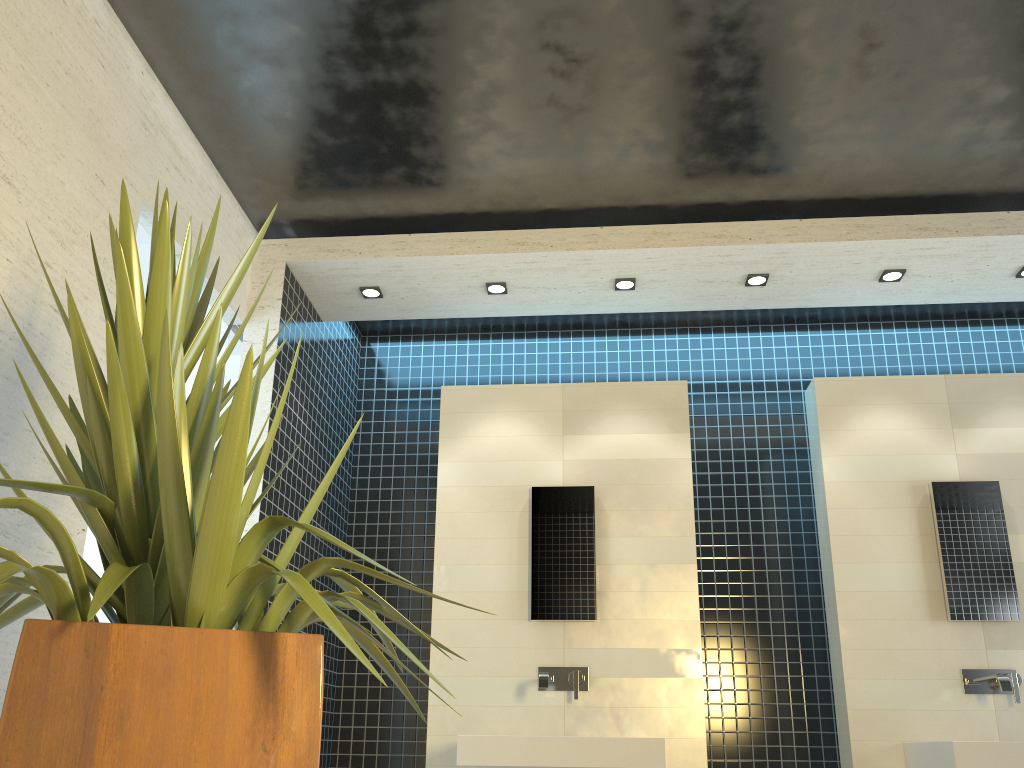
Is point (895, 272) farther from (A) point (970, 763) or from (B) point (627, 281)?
(A) point (970, 763)

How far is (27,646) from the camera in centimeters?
134cm

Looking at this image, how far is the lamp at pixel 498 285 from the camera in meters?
4.5

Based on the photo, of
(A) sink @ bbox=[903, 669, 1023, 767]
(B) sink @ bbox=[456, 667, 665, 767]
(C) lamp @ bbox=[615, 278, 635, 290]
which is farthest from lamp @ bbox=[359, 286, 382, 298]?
(A) sink @ bbox=[903, 669, 1023, 767]

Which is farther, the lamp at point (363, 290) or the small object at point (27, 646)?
the lamp at point (363, 290)

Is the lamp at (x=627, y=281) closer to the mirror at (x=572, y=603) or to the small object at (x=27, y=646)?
the mirror at (x=572, y=603)

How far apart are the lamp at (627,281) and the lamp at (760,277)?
0.6 meters

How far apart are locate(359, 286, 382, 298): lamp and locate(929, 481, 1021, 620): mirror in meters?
2.9

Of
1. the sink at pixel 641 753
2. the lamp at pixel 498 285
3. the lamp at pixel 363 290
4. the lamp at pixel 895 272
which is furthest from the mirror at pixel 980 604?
the lamp at pixel 363 290

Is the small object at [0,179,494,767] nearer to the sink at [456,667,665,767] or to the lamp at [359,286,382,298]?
the sink at [456,667,665,767]
